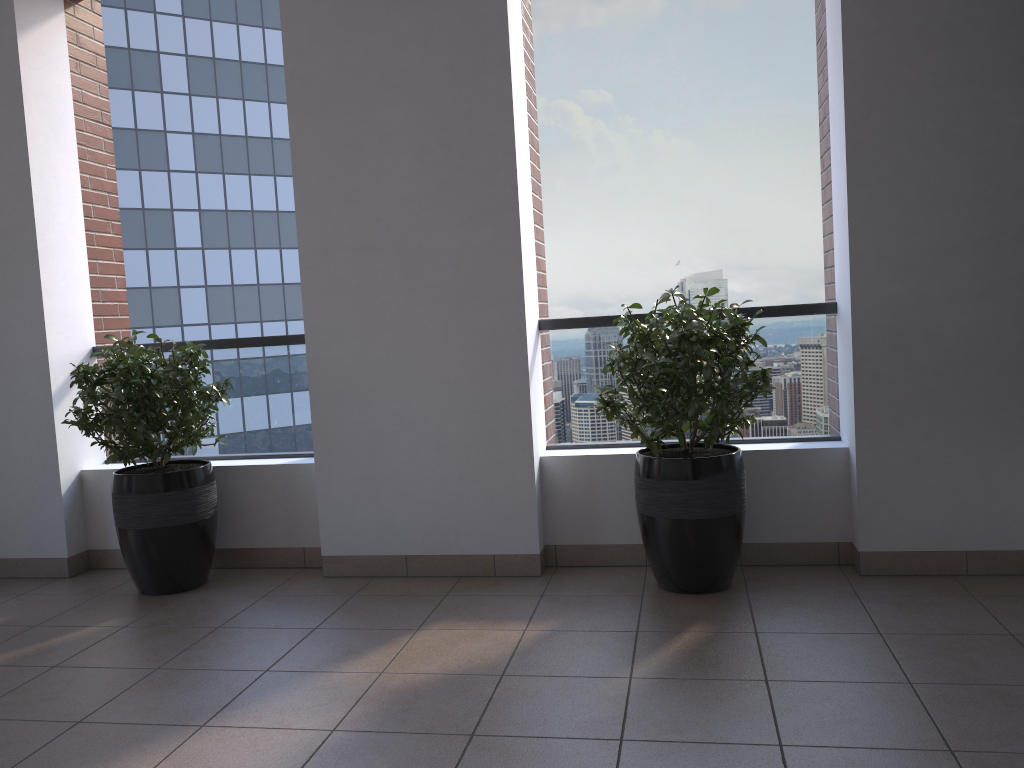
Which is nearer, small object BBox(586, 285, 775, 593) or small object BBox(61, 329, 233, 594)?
small object BBox(586, 285, 775, 593)

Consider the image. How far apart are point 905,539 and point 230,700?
2.6m

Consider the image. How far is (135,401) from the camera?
3.8m

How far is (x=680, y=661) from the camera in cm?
281

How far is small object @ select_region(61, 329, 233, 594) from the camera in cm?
376

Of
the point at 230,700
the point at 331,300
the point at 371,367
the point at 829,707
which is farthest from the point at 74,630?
the point at 829,707

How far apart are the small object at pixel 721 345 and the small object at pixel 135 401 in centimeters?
171cm

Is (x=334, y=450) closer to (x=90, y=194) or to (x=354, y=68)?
(x=354, y=68)

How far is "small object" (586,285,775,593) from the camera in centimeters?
323cm

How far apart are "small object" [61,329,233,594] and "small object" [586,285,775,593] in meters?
1.7
